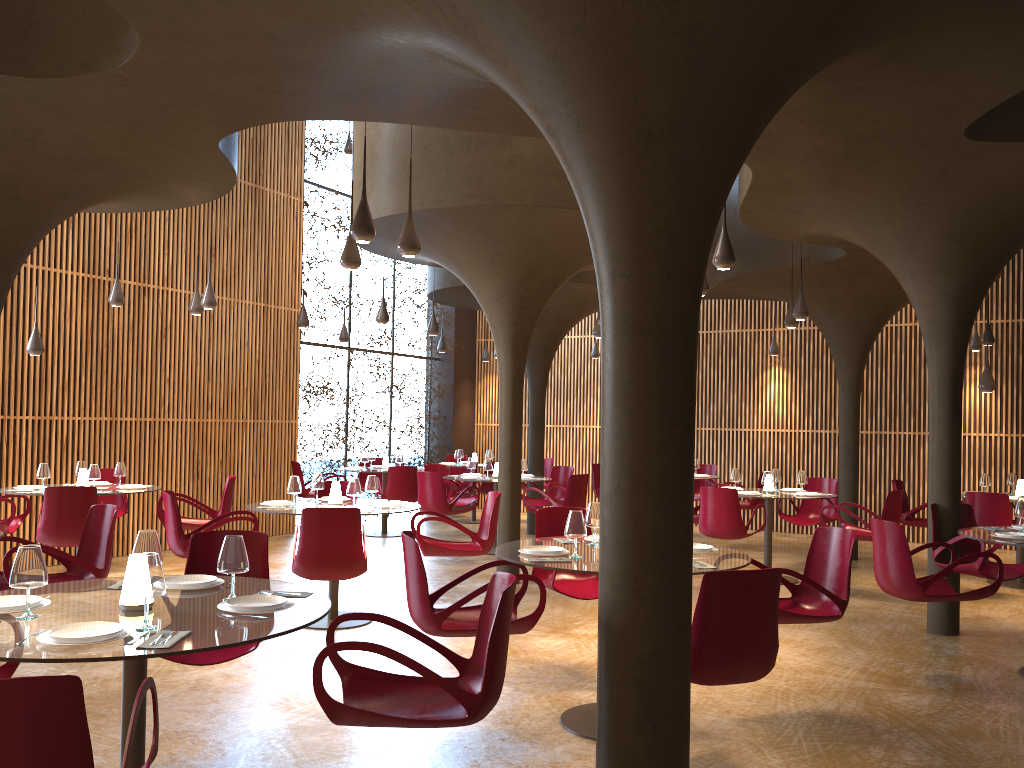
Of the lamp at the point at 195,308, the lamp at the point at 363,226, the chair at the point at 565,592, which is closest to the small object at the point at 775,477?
the chair at the point at 565,592

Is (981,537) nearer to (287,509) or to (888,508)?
(888,508)

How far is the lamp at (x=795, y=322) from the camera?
11.9m

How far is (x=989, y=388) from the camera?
10.8m

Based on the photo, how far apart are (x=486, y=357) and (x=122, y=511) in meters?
9.6

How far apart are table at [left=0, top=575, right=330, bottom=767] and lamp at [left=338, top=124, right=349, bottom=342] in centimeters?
1122cm

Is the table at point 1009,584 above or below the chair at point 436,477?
below

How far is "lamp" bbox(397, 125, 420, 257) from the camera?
7.2m

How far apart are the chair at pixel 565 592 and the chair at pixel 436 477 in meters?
5.0 m

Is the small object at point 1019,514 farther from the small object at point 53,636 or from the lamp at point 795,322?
the small object at point 53,636
